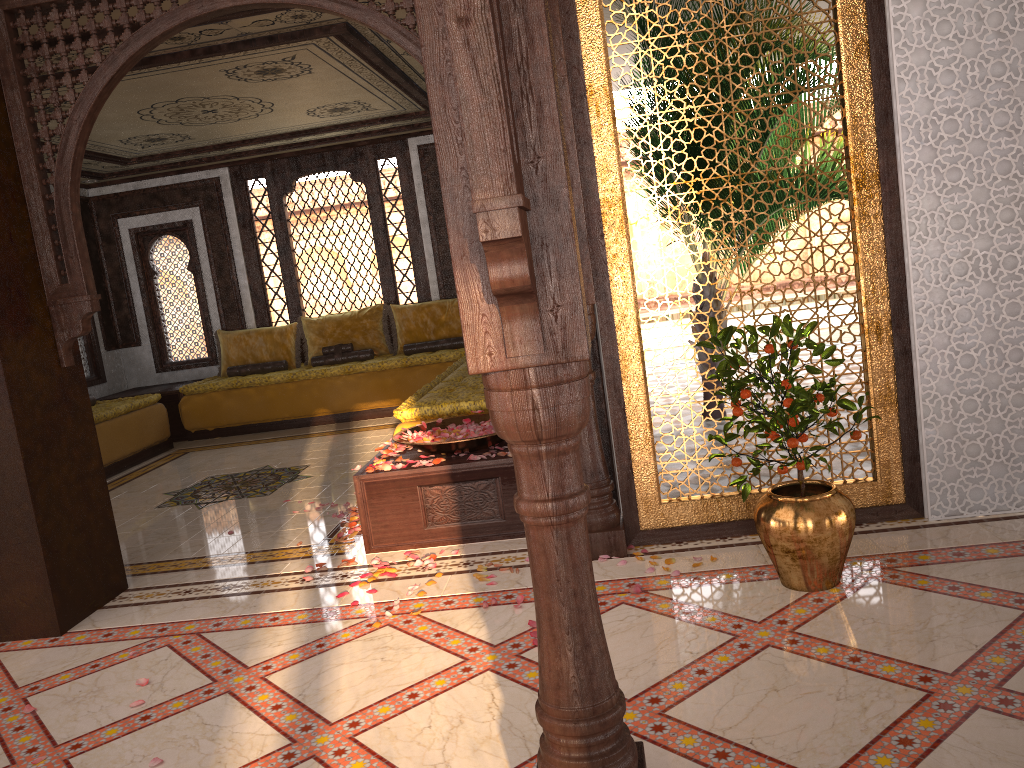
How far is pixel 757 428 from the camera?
3.2 meters

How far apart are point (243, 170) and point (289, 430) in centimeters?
303cm

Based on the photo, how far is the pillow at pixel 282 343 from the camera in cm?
957

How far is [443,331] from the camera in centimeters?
933cm

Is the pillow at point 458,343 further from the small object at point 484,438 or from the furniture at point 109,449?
the small object at point 484,438

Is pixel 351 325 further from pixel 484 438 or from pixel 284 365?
pixel 484 438

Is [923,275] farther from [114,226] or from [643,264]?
[643,264]

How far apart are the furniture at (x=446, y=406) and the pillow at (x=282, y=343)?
2.6 meters

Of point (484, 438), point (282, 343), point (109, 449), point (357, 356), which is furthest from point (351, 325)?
point (484, 438)

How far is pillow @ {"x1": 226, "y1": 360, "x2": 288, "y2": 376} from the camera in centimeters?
941cm
